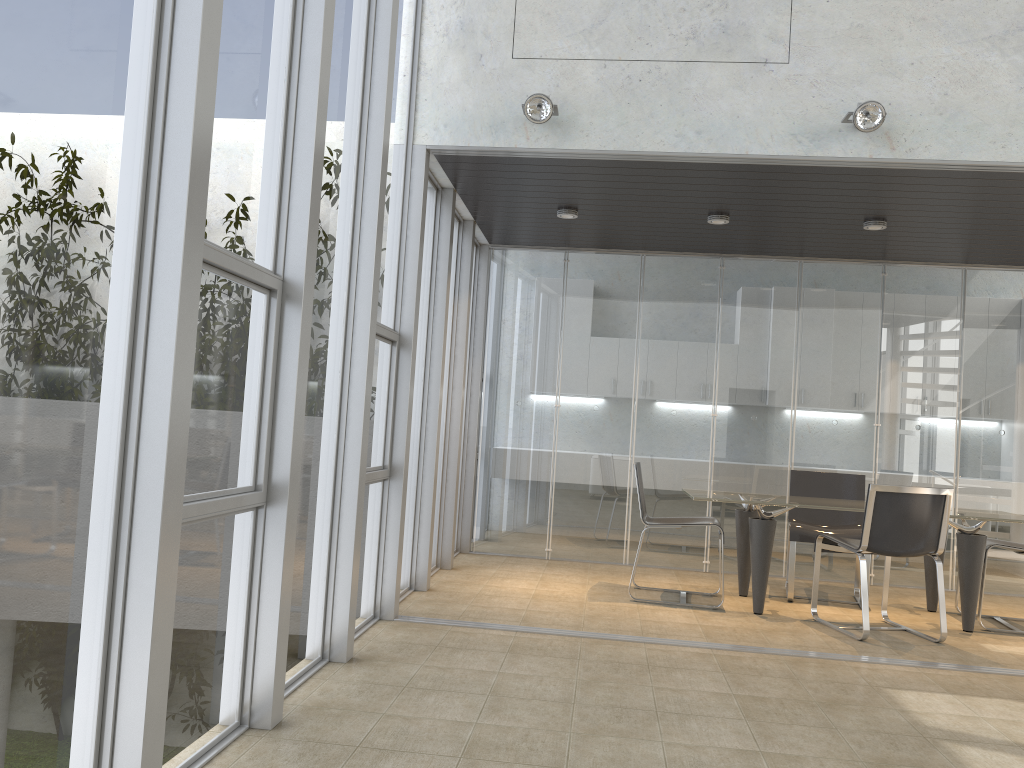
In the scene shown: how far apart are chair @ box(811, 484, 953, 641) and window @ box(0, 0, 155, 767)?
4.3m

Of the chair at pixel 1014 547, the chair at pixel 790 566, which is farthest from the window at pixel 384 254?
the chair at pixel 1014 547

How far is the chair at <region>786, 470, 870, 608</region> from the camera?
6.3 meters

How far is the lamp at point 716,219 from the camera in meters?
6.2 m

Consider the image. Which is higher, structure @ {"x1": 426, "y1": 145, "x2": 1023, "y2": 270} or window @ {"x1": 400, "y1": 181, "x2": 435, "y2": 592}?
structure @ {"x1": 426, "y1": 145, "x2": 1023, "y2": 270}

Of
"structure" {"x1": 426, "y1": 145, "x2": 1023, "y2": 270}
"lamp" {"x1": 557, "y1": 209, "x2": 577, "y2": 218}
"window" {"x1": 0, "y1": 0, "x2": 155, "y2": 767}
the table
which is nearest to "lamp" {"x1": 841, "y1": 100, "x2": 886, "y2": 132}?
"structure" {"x1": 426, "y1": 145, "x2": 1023, "y2": 270}

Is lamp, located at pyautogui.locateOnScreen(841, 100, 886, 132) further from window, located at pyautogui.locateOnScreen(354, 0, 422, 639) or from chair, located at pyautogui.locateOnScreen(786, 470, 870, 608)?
chair, located at pyautogui.locateOnScreen(786, 470, 870, 608)

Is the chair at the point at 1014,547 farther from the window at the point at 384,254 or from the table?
the window at the point at 384,254

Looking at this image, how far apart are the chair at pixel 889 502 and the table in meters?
0.2 m

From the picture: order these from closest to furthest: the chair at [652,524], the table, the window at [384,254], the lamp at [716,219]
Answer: the window at [384,254] < the table < the chair at [652,524] < the lamp at [716,219]
